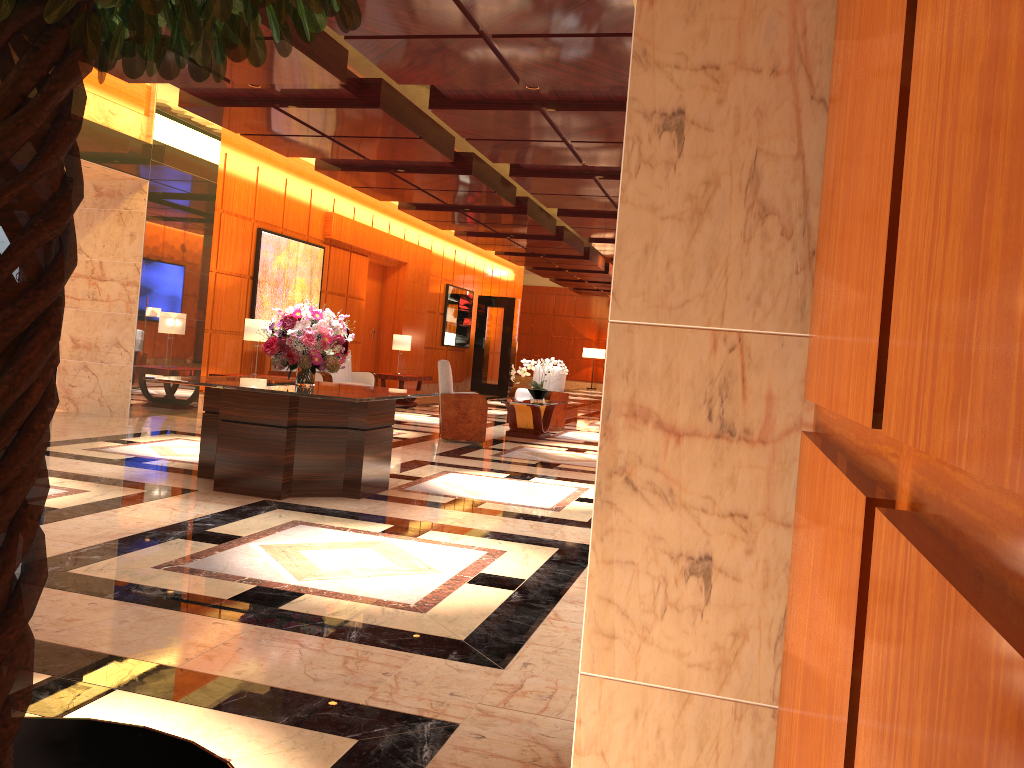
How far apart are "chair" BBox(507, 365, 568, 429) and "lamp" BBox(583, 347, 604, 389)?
18.57m

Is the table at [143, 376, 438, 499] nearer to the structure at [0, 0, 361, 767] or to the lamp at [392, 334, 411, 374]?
the structure at [0, 0, 361, 767]

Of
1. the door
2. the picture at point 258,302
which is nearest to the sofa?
the picture at point 258,302

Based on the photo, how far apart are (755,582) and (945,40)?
1.1m

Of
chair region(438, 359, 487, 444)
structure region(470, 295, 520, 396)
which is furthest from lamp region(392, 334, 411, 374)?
structure region(470, 295, 520, 396)

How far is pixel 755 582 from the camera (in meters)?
1.44

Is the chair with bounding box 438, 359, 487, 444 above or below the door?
below

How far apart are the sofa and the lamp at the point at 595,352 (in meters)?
17.94

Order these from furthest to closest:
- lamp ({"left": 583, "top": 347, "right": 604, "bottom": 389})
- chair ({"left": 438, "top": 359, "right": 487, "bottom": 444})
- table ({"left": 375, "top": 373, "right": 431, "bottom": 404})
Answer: lamp ({"left": 583, "top": 347, "right": 604, "bottom": 389})
table ({"left": 375, "top": 373, "right": 431, "bottom": 404})
chair ({"left": 438, "top": 359, "right": 487, "bottom": 444})

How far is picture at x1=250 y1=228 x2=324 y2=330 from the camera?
12.64m
